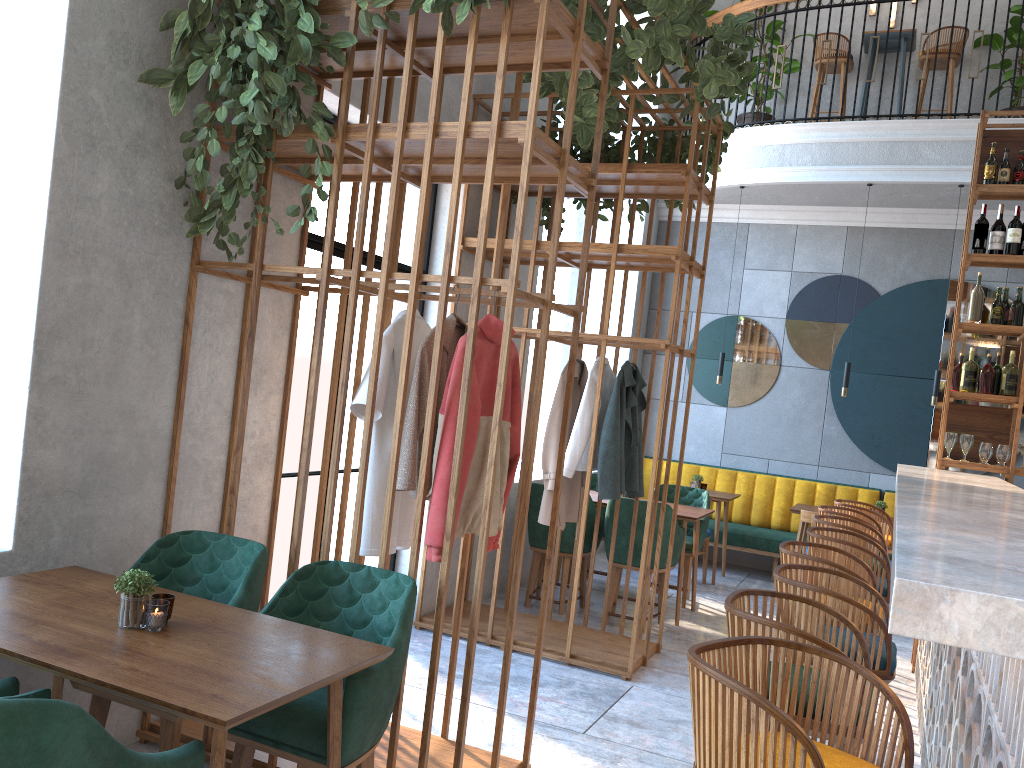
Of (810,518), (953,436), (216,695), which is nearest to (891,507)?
(810,518)

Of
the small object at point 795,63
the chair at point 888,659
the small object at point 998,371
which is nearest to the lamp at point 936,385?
the small object at point 998,371

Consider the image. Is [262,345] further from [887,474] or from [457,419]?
[887,474]

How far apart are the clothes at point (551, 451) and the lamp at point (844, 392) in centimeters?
310cm

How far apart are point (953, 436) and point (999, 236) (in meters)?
1.27

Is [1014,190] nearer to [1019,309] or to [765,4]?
[1019,309]

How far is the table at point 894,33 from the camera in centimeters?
787cm

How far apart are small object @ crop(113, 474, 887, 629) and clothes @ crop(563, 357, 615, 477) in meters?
2.9

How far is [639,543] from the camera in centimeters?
568cm

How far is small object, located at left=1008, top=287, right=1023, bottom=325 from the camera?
5.4m
